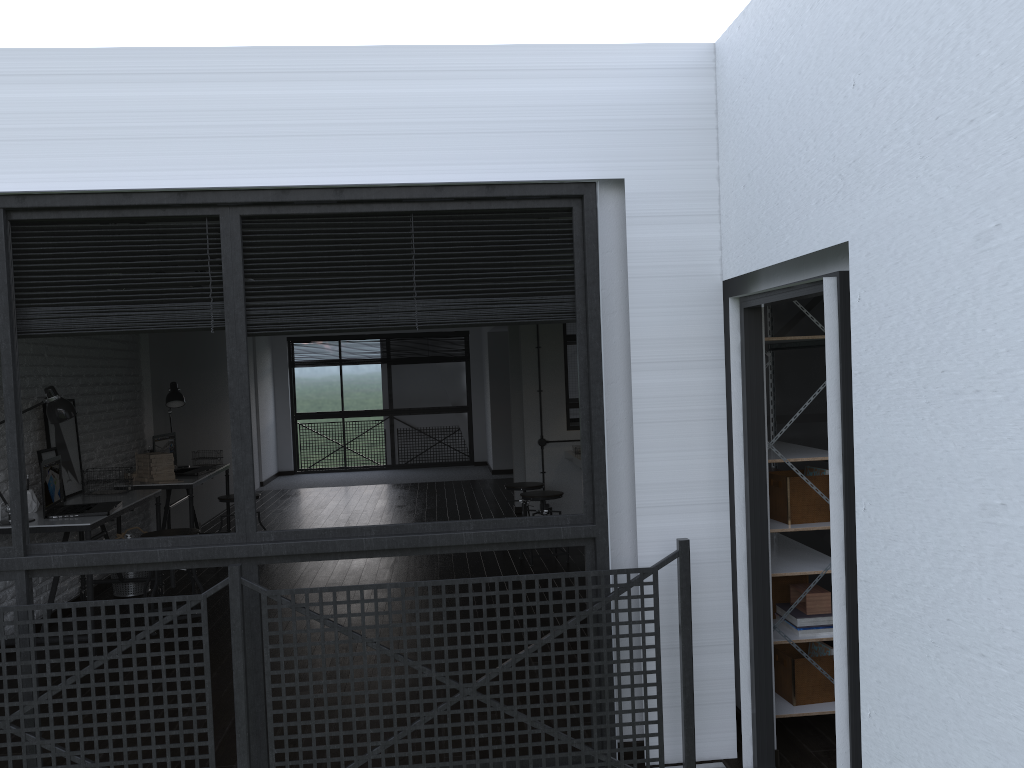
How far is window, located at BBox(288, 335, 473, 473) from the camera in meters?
13.2

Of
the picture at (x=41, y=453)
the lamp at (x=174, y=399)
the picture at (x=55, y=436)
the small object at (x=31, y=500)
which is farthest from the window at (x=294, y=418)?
the small object at (x=31, y=500)

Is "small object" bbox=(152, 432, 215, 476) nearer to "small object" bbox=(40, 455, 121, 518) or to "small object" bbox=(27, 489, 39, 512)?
"small object" bbox=(40, 455, 121, 518)

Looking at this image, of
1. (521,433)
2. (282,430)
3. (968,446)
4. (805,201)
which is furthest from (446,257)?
(282,430)

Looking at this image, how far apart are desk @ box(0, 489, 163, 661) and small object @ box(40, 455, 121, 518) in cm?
3

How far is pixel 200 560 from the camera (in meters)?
2.94

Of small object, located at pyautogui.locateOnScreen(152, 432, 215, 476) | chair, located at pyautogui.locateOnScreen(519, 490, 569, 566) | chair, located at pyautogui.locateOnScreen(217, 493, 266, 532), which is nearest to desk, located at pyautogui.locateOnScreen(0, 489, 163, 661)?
small object, located at pyautogui.locateOnScreen(152, 432, 215, 476)

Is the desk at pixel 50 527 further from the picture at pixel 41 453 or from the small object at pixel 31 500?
the picture at pixel 41 453

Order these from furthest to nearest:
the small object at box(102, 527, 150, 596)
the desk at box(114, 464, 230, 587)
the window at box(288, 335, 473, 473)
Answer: the window at box(288, 335, 473, 473) < the desk at box(114, 464, 230, 587) < the small object at box(102, 527, 150, 596)

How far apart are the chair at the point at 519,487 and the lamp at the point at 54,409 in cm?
325
